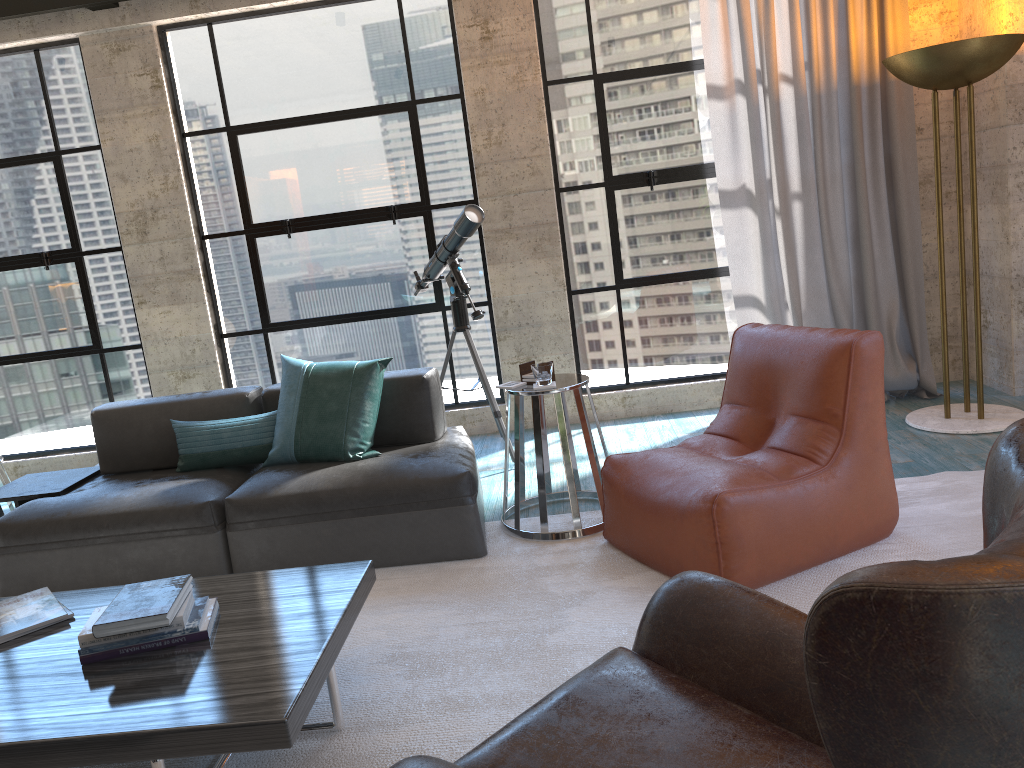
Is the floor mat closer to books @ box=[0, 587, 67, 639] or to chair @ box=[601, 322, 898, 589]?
chair @ box=[601, 322, 898, 589]

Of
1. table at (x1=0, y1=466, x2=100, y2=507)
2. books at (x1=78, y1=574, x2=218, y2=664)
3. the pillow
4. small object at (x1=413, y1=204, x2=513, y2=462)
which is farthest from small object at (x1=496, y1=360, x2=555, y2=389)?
table at (x1=0, y1=466, x2=100, y2=507)

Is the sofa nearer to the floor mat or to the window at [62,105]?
the floor mat

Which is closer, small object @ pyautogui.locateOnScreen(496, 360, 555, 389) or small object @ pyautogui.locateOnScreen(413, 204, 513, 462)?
small object @ pyautogui.locateOnScreen(496, 360, 555, 389)

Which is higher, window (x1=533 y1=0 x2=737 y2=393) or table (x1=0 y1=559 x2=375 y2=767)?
window (x1=533 y1=0 x2=737 y2=393)

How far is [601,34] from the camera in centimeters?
519cm

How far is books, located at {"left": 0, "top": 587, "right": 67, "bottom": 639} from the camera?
2.6m

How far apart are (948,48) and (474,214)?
2.3m

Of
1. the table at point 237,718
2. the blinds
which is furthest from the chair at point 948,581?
the blinds

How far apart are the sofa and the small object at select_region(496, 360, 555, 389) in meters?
0.4 m
